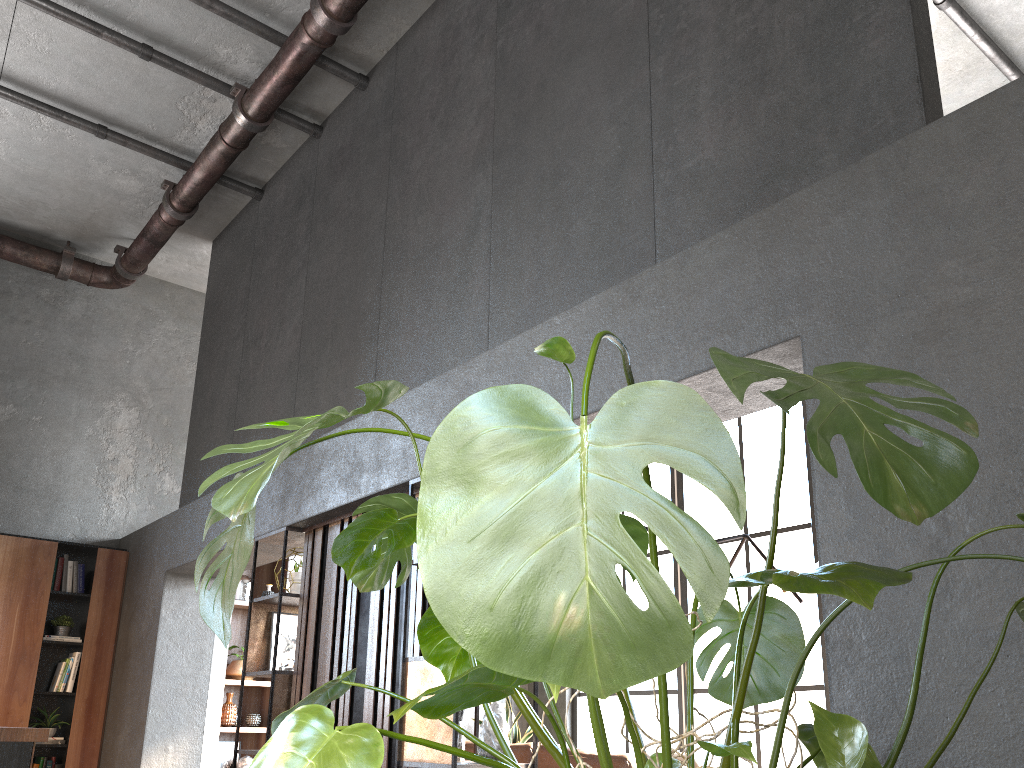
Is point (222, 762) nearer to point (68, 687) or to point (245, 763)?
point (245, 763)

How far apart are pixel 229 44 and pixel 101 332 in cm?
342

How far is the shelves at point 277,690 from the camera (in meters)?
4.61

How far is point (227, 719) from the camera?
7.35m

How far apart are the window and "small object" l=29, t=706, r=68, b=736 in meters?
4.7

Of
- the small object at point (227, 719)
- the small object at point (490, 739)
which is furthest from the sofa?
the small object at point (227, 719)

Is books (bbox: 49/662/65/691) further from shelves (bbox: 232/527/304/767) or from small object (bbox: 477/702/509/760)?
small object (bbox: 477/702/509/760)

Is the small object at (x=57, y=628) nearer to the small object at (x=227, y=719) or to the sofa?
the small object at (x=227, y=719)

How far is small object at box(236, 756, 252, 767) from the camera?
7.3 meters

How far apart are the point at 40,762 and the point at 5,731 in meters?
3.8 m
